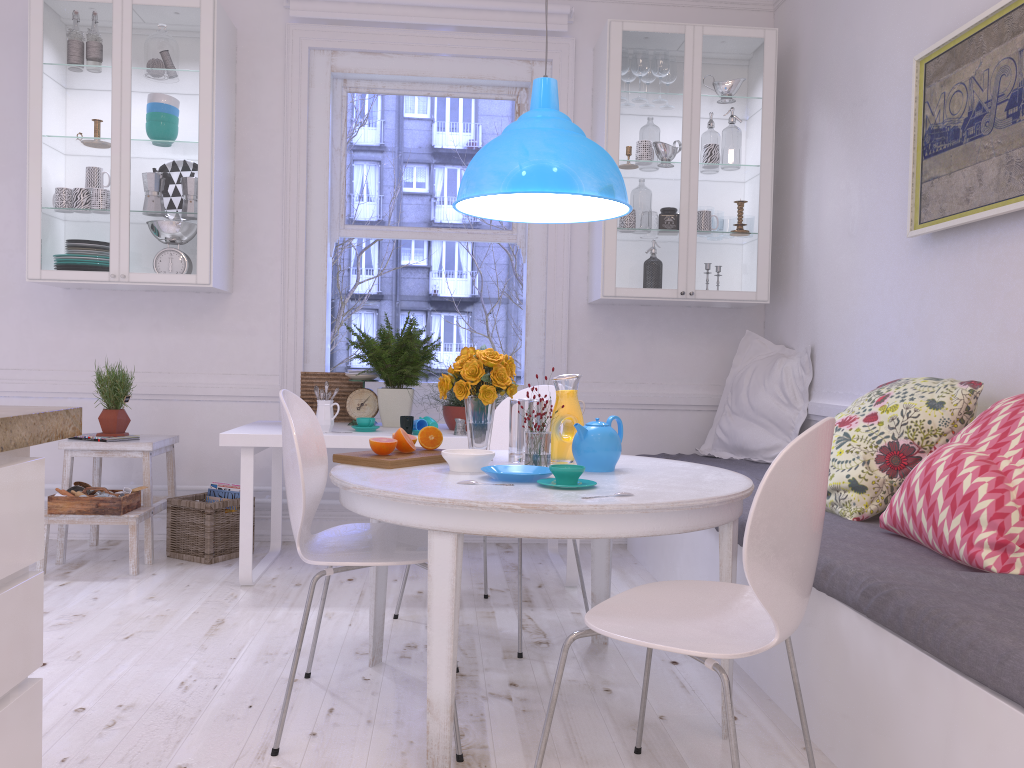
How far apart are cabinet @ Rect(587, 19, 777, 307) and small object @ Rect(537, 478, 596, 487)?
2.1m

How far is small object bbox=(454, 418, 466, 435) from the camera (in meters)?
3.63

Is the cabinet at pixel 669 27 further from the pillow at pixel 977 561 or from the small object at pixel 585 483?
the small object at pixel 585 483

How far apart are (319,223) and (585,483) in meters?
2.8 m

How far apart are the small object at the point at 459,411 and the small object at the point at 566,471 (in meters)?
1.65

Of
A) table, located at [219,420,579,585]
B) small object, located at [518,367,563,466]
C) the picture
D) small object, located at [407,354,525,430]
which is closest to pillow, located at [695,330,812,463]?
table, located at [219,420,579,585]

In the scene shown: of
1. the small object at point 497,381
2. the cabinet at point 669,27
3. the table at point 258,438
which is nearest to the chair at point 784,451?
the small object at point 497,381

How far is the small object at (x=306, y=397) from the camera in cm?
418

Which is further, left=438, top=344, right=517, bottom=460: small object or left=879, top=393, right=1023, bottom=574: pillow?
left=438, top=344, right=517, bottom=460: small object

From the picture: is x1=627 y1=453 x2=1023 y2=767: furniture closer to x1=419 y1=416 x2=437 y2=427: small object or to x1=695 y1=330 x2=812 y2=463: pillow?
x1=695 y1=330 x2=812 y2=463: pillow
